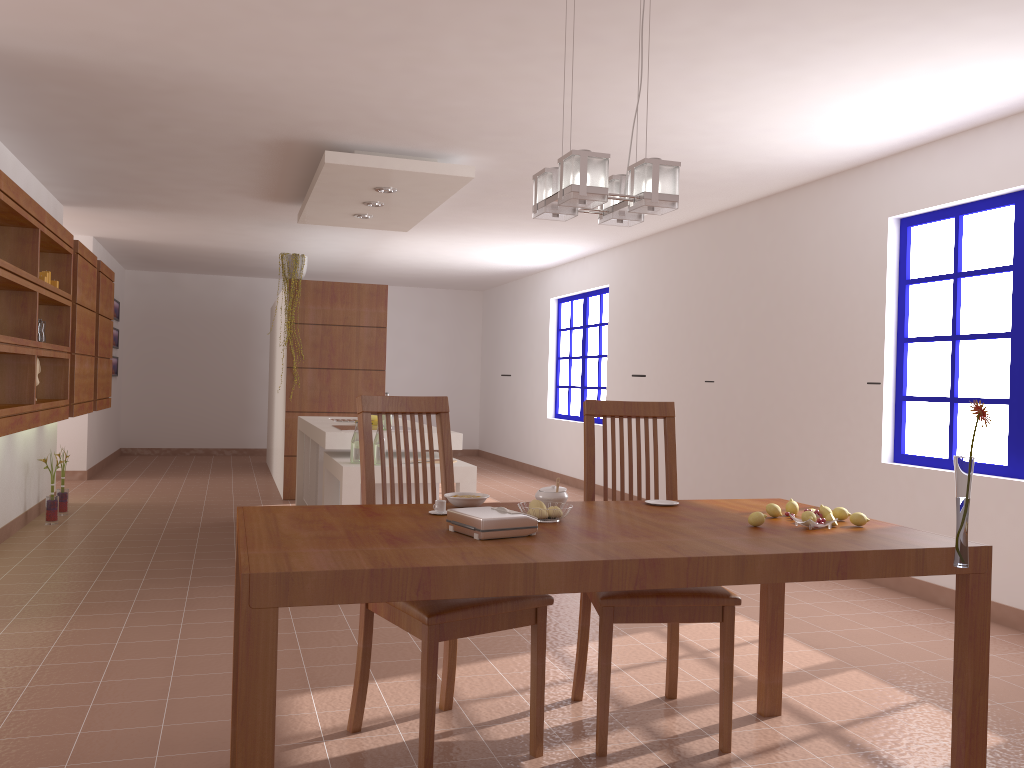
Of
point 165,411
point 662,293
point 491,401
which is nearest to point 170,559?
point 662,293

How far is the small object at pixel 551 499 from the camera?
2.52m

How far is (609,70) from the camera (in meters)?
3.89

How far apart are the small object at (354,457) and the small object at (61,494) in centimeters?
324cm

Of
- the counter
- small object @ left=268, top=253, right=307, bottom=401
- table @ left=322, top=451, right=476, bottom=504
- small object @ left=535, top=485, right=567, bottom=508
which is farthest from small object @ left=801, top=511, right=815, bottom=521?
small object @ left=268, top=253, right=307, bottom=401

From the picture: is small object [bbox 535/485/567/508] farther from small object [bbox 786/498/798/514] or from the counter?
the counter

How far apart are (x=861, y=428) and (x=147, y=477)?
7.3m

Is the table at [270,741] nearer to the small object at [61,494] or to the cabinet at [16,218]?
the cabinet at [16,218]

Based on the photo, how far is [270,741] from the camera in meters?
1.7

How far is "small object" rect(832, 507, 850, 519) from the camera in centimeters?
256cm
